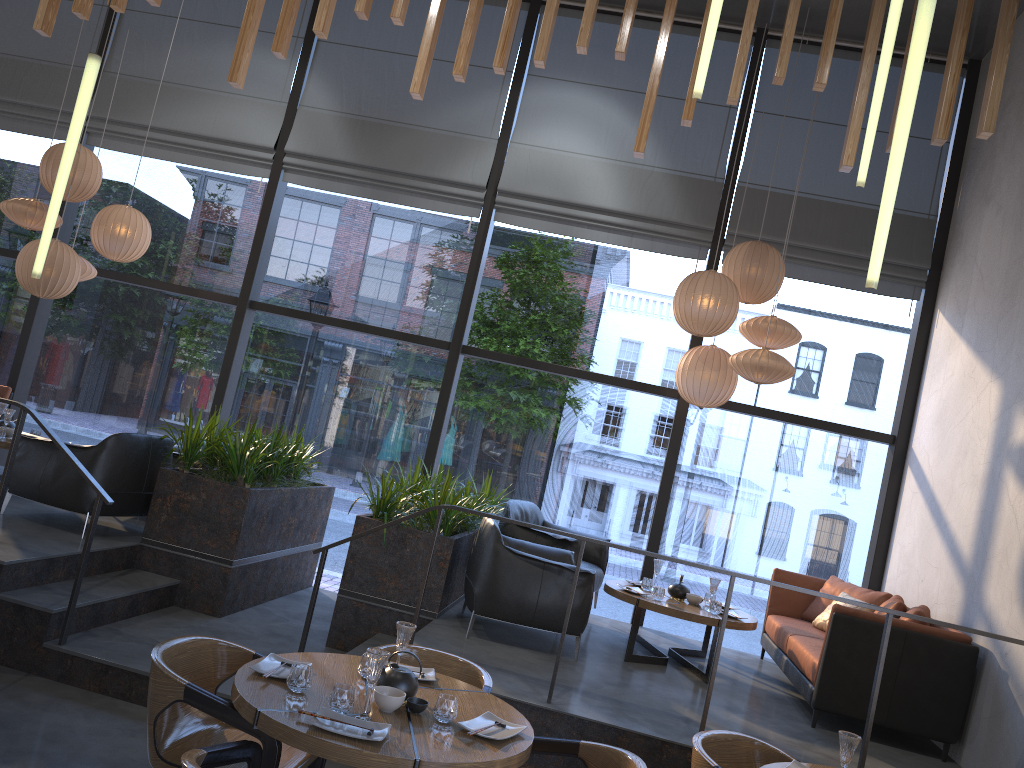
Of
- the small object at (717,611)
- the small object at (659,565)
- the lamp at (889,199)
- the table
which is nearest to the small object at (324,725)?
the table

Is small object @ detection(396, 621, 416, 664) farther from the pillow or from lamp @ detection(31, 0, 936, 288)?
the pillow

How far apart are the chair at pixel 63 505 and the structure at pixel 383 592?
0.1m

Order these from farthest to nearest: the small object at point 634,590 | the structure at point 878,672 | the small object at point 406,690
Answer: Result: 1. the small object at point 634,590
2. the structure at point 878,672
3. the small object at point 406,690

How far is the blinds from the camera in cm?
766

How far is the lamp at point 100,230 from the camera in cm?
725

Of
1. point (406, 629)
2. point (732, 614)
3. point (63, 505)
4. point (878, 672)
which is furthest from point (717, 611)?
point (63, 505)

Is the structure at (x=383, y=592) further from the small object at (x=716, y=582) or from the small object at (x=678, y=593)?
the small object at (x=716, y=582)

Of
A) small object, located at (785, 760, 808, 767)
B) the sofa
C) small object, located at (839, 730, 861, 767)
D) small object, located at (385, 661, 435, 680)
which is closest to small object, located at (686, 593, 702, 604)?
small object, located at (785, 760, 808, 767)

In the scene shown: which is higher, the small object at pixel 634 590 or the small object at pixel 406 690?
the small object at pixel 634 590
